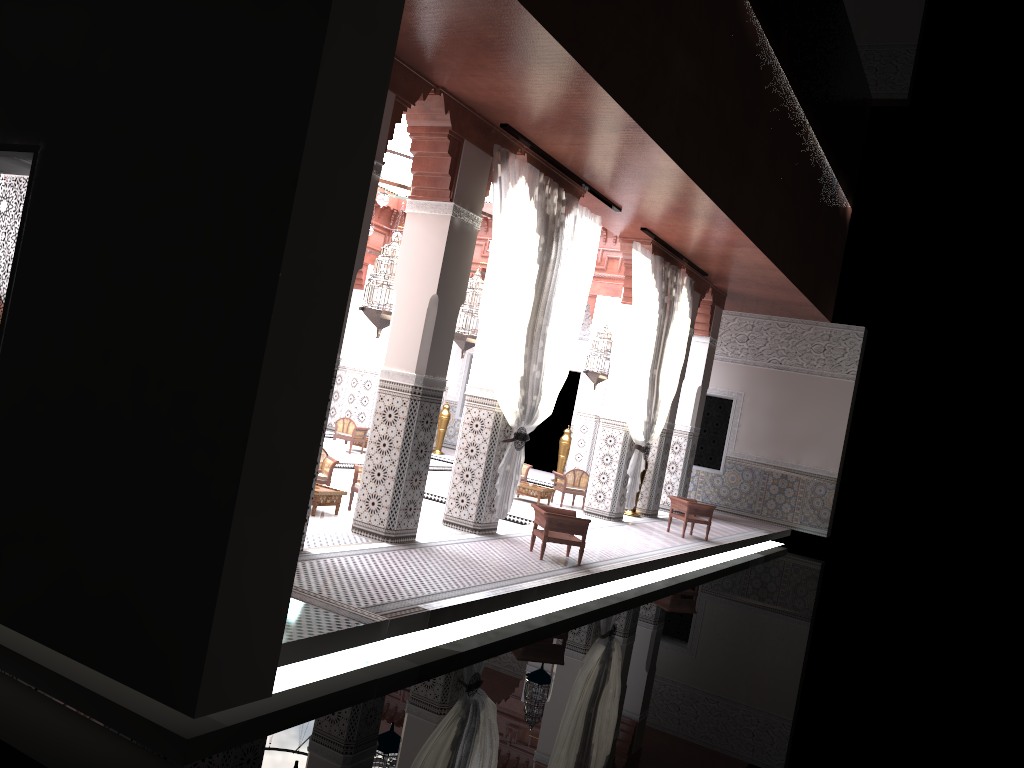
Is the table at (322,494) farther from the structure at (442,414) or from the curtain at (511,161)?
the structure at (442,414)

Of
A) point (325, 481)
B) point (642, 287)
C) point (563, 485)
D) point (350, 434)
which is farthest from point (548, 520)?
point (350, 434)

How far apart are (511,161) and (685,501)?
2.80m

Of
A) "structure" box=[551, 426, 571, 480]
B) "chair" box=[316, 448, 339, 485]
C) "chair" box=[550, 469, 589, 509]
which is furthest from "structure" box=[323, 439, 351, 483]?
"structure" box=[551, 426, 571, 480]

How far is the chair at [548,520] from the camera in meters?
4.1

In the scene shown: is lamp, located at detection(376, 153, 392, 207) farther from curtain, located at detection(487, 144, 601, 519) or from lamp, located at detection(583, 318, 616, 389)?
lamp, located at detection(583, 318, 616, 389)

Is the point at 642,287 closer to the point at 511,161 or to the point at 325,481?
the point at 511,161

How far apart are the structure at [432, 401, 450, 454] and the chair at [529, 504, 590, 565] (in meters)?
4.69

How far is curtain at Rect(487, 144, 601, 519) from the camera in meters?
4.2 m

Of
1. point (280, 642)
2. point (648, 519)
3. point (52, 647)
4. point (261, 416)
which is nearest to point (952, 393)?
point (648, 519)
